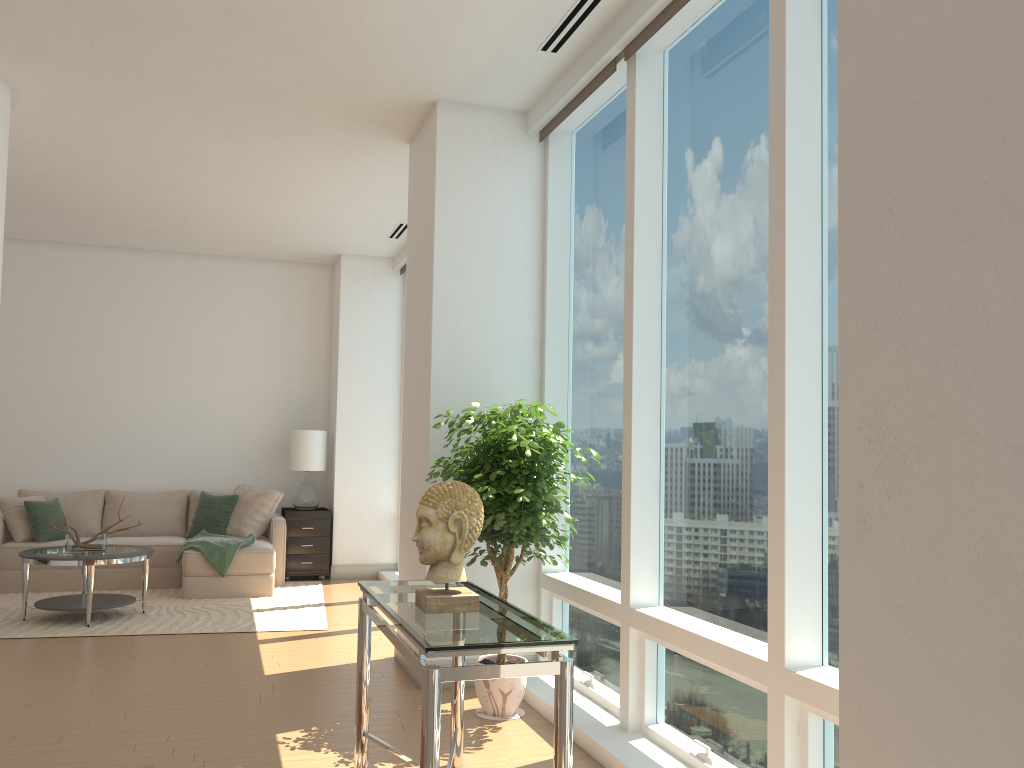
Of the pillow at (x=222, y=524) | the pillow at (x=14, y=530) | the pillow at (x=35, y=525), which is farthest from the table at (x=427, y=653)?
the pillow at (x=14, y=530)

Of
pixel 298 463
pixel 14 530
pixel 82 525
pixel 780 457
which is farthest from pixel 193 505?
pixel 780 457

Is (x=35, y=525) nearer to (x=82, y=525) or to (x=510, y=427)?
(x=82, y=525)

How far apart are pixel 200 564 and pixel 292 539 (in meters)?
1.27

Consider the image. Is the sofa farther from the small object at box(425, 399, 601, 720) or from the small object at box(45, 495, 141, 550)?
the small object at box(425, 399, 601, 720)

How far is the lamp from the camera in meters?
9.1

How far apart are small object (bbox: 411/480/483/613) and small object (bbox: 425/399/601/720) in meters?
1.0

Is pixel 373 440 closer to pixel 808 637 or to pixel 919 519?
pixel 808 637

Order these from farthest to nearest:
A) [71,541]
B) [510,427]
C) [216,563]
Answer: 1. [216,563]
2. [71,541]
3. [510,427]

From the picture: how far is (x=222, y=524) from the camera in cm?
866
